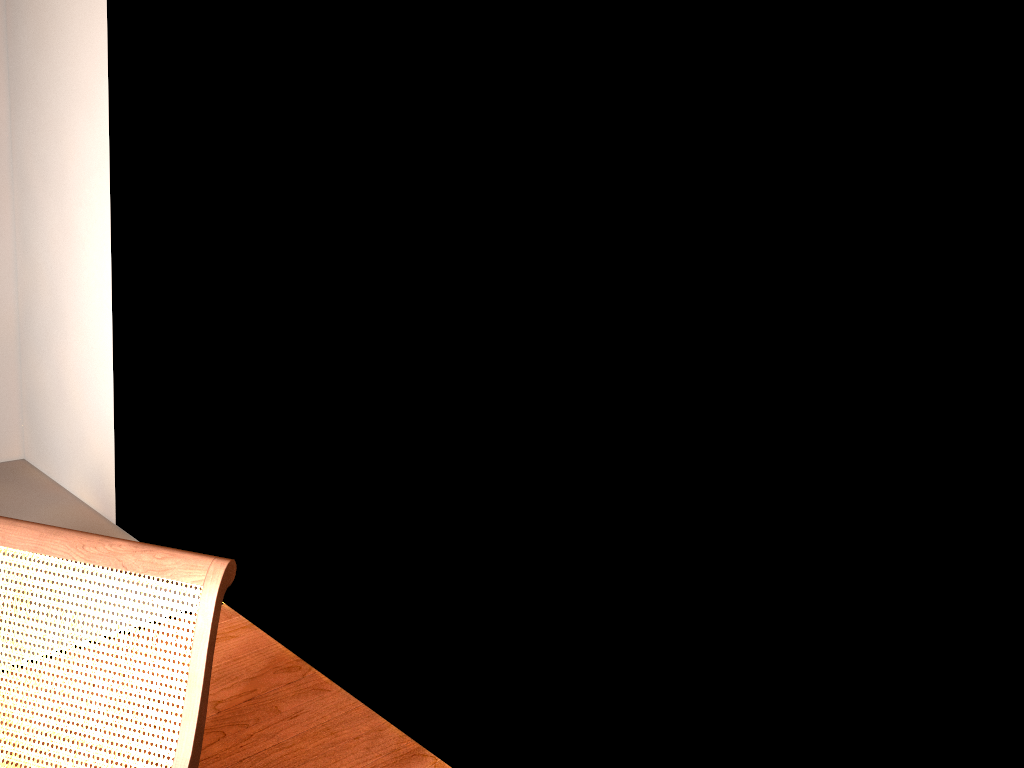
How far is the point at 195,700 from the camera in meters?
1.5 m

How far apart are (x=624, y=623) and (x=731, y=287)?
0.8 meters

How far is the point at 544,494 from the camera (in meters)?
2.18

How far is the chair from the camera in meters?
1.5

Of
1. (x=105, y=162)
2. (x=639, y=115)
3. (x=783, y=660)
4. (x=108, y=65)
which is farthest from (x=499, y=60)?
(x=105, y=162)

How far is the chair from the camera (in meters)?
1.49
